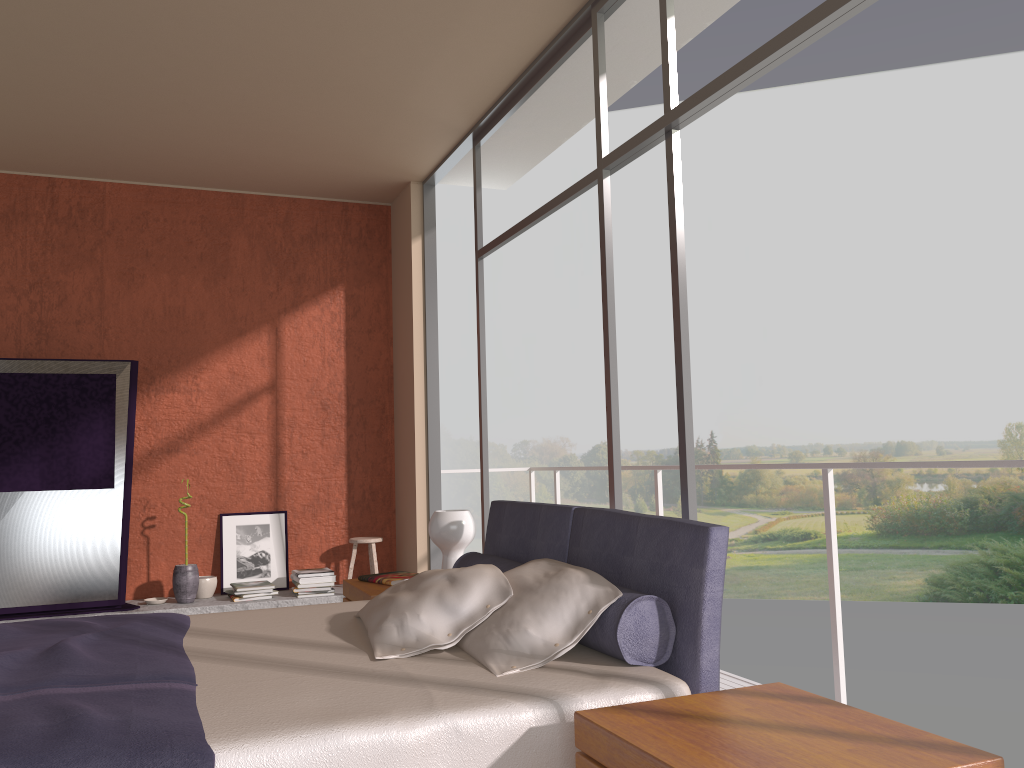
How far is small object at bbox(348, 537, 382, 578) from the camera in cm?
625

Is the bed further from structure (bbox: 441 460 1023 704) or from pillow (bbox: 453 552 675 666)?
structure (bbox: 441 460 1023 704)

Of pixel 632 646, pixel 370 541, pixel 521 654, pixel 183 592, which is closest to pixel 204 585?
pixel 183 592

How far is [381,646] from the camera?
2.6 meters

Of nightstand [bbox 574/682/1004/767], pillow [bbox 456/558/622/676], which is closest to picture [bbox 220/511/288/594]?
pillow [bbox 456/558/622/676]

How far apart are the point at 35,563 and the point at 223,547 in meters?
1.2

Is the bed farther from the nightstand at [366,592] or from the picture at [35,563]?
the picture at [35,563]

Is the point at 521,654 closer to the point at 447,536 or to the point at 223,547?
the point at 447,536

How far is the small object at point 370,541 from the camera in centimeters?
625cm

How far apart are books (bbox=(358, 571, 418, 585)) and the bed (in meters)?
0.57
